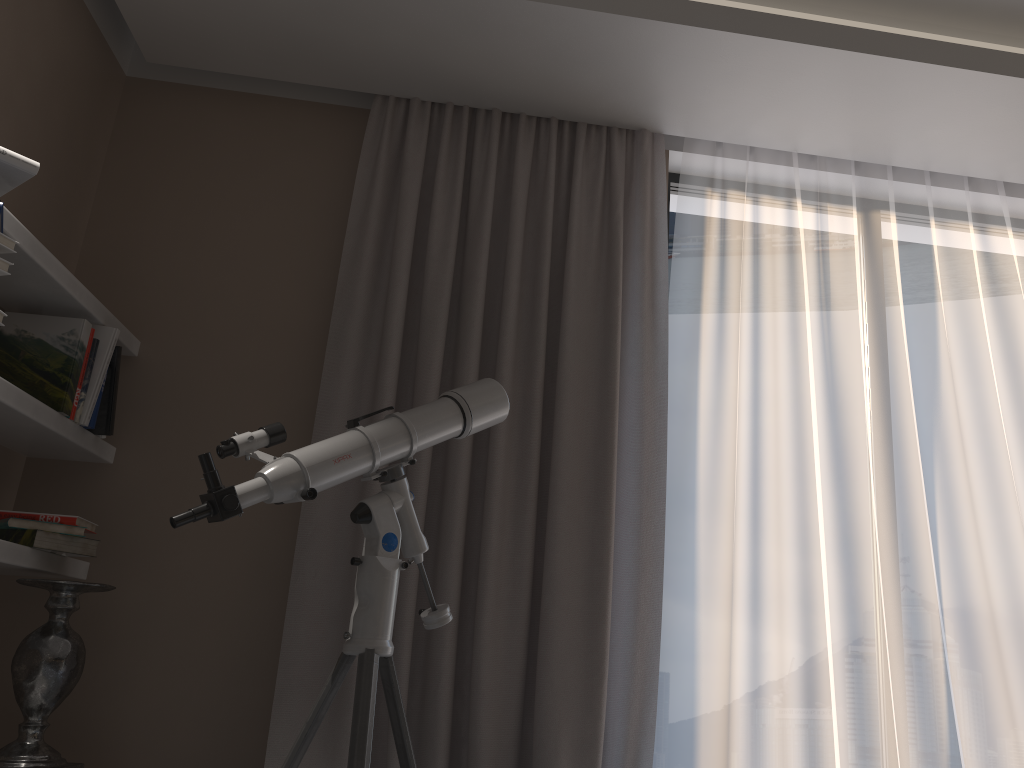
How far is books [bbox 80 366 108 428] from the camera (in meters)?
2.42

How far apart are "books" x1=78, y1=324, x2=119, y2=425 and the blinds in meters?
0.6 m

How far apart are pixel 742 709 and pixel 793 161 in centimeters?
180cm

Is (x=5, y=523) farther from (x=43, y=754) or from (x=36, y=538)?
(x=43, y=754)

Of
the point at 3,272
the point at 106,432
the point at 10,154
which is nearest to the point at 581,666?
the point at 106,432

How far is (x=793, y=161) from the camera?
3.0 meters

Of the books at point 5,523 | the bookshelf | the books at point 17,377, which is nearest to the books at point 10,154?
the bookshelf

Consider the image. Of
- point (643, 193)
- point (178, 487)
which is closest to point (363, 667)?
point (178, 487)

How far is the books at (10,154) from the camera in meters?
1.8

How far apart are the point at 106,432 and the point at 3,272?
0.8 meters
